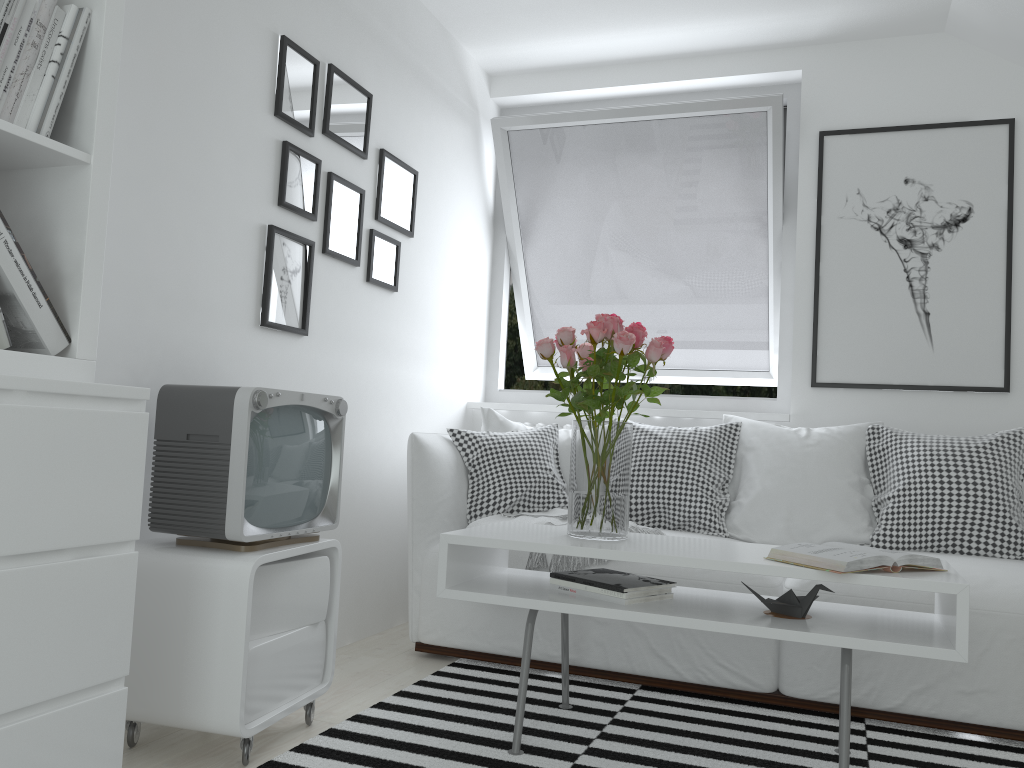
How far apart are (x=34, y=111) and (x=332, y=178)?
1.4m

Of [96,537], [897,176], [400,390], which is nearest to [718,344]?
[897,176]

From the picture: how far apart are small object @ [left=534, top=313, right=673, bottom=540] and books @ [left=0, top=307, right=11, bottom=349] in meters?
1.2

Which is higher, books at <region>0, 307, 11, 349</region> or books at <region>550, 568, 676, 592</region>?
books at <region>0, 307, 11, 349</region>

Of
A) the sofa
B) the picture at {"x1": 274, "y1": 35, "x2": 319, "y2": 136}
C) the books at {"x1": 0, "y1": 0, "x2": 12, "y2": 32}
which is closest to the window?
the sofa

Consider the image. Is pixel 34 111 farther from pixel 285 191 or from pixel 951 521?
pixel 951 521

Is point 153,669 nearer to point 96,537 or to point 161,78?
point 96,537

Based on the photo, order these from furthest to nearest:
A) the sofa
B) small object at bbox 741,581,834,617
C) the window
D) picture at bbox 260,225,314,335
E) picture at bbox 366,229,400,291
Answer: the window → picture at bbox 366,229,400,291 → picture at bbox 260,225,314,335 → the sofa → small object at bbox 741,581,834,617

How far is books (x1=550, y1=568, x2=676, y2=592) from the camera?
2.18m

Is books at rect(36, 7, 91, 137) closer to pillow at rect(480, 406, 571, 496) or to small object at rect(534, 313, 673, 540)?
small object at rect(534, 313, 673, 540)
